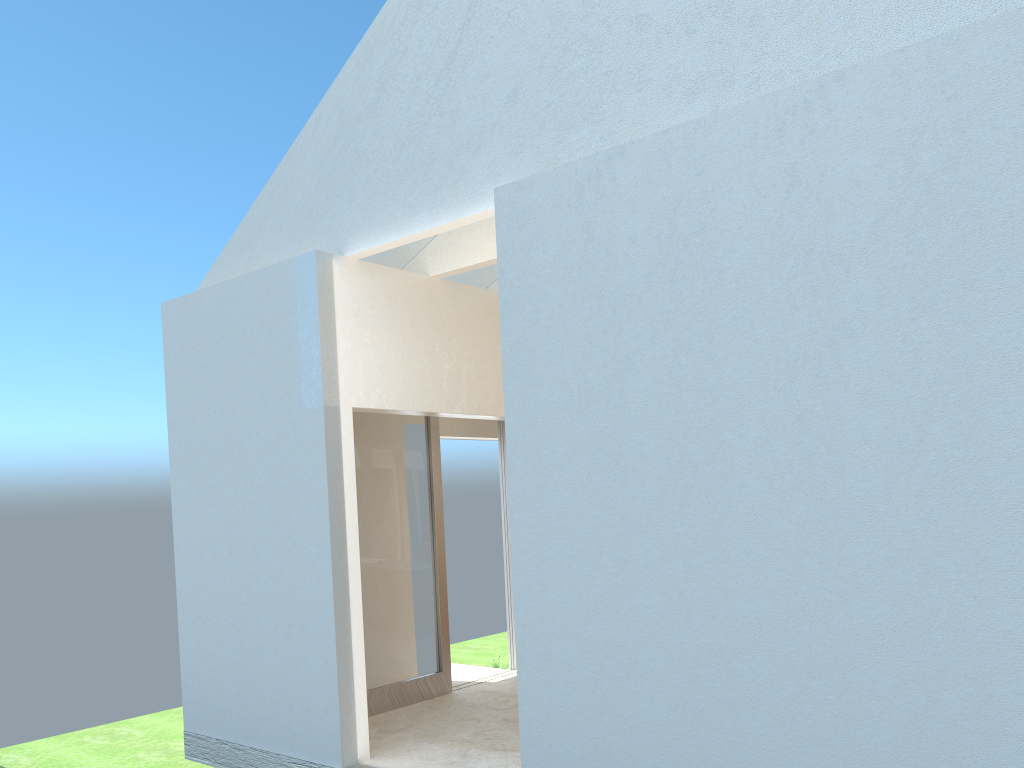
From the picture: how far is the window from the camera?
17.1 meters

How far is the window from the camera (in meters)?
17.05

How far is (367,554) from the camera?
17.1 meters
